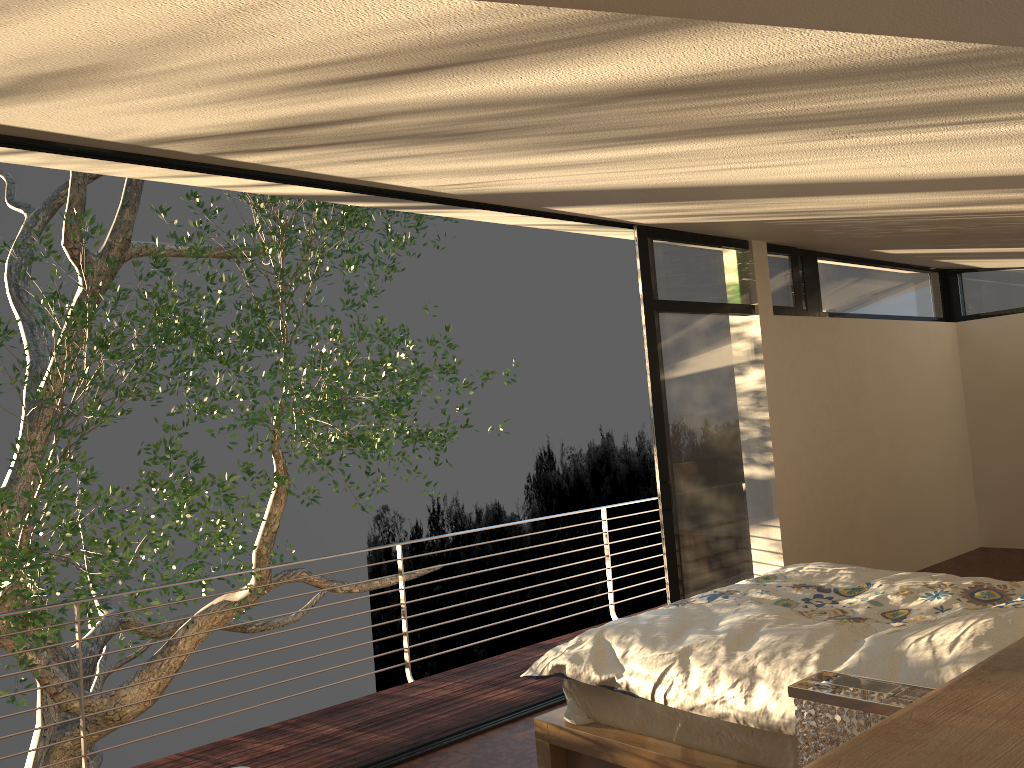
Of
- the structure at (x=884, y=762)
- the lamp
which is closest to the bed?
the lamp

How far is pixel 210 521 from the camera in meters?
7.5

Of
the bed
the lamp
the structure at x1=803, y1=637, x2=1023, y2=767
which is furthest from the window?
the structure at x1=803, y1=637, x2=1023, y2=767

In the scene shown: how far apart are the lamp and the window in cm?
330

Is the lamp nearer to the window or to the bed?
the bed

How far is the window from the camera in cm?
508

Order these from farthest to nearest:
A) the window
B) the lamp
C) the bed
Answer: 1. the window
2. the bed
3. the lamp

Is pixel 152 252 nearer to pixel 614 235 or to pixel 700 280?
pixel 614 235

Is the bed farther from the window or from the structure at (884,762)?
the structure at (884,762)

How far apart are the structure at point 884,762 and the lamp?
0.2 meters
